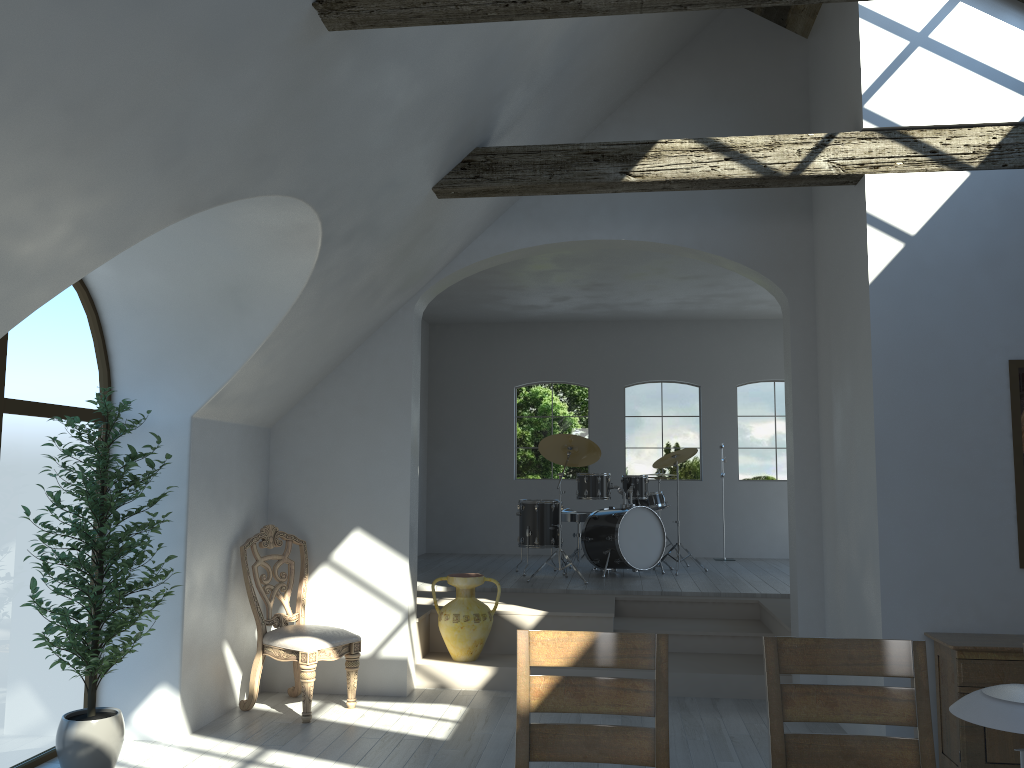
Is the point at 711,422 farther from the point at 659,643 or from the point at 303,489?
the point at 659,643

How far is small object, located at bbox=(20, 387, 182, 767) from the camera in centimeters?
420cm

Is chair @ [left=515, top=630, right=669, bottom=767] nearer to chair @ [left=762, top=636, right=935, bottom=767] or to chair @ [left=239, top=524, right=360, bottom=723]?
chair @ [left=762, top=636, right=935, bottom=767]

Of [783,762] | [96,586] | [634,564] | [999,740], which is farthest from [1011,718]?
[634,564]

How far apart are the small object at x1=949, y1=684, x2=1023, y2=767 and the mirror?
3.3 meters

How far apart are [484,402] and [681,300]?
2.9 meters

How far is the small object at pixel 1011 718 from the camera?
1.5m

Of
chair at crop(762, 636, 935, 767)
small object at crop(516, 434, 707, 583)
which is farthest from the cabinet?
small object at crop(516, 434, 707, 583)

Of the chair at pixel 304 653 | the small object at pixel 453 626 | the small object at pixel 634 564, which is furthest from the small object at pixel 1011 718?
the small object at pixel 634 564

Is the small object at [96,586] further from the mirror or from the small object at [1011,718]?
the mirror
